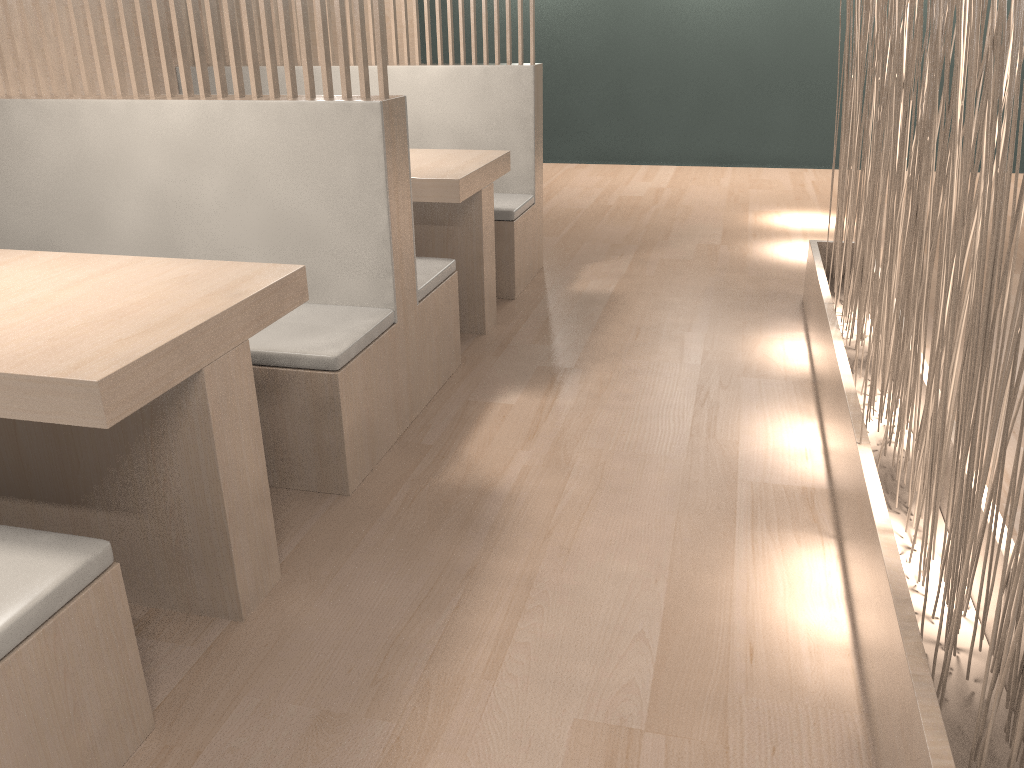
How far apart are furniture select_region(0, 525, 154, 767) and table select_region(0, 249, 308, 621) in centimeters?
11cm

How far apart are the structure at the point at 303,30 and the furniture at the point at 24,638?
0.9m

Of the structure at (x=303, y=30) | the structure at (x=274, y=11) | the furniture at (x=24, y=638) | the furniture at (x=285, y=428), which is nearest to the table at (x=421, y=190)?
the furniture at (x=285, y=428)

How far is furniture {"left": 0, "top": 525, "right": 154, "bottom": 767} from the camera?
0.8 meters

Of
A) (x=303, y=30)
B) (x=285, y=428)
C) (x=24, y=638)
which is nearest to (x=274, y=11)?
(x=303, y=30)

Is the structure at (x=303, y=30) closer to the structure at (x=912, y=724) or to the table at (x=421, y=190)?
the table at (x=421, y=190)

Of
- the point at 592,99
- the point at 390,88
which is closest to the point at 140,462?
the point at 390,88

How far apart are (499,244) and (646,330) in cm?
48

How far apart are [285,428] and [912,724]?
0.97m

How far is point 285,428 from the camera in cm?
140
